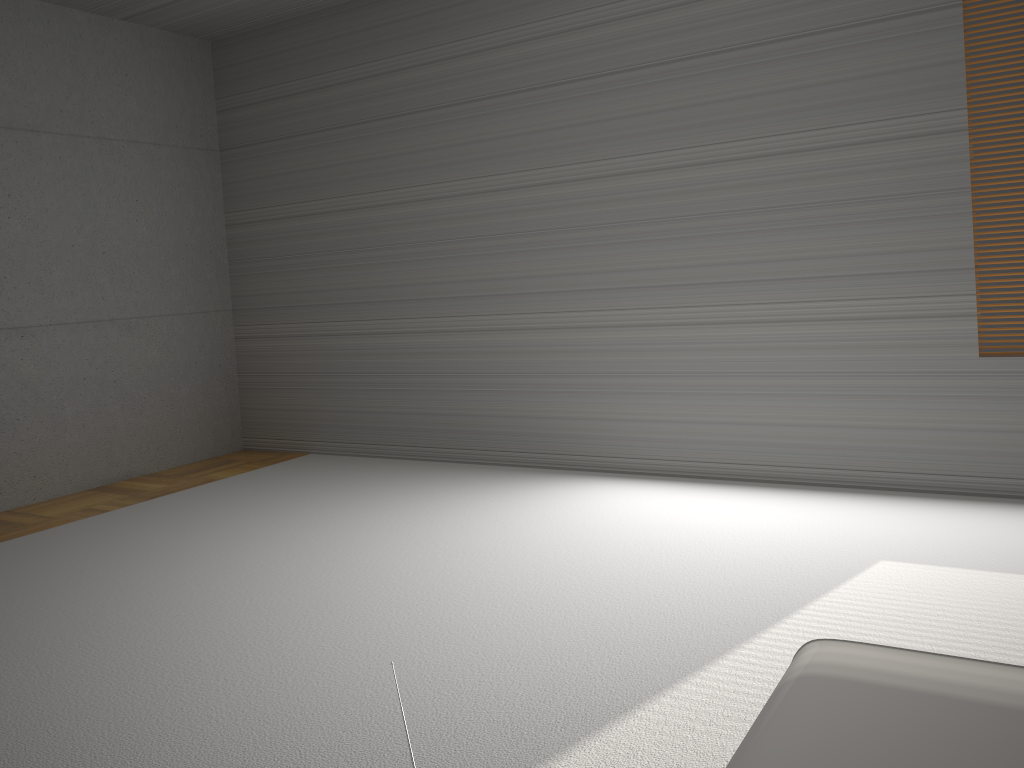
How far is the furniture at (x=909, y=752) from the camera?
1.21m

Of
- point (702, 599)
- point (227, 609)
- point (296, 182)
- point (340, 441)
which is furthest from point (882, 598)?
point (296, 182)

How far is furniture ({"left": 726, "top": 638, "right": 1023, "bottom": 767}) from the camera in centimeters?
121cm
